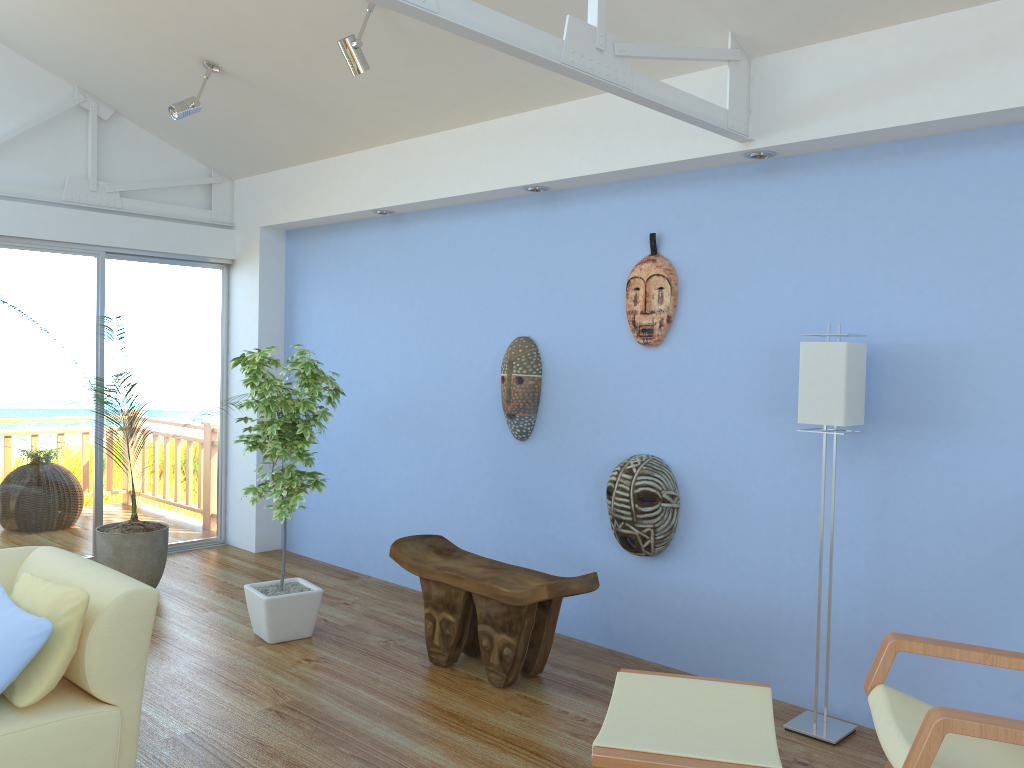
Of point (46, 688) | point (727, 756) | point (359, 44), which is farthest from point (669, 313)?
point (46, 688)

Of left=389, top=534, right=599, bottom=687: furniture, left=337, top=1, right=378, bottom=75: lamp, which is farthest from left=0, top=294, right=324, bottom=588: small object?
left=337, top=1, right=378, bottom=75: lamp

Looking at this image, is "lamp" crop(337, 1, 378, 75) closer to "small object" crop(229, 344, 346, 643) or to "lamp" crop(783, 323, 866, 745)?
"small object" crop(229, 344, 346, 643)

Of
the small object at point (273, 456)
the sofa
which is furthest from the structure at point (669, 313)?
the sofa

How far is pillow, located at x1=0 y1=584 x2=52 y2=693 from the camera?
2.4m

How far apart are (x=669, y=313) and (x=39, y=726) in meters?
2.8 m

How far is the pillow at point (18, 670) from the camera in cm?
244

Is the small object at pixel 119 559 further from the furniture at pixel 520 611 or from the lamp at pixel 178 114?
the lamp at pixel 178 114

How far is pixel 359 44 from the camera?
3.67m

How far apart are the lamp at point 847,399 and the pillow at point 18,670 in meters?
2.5 m
